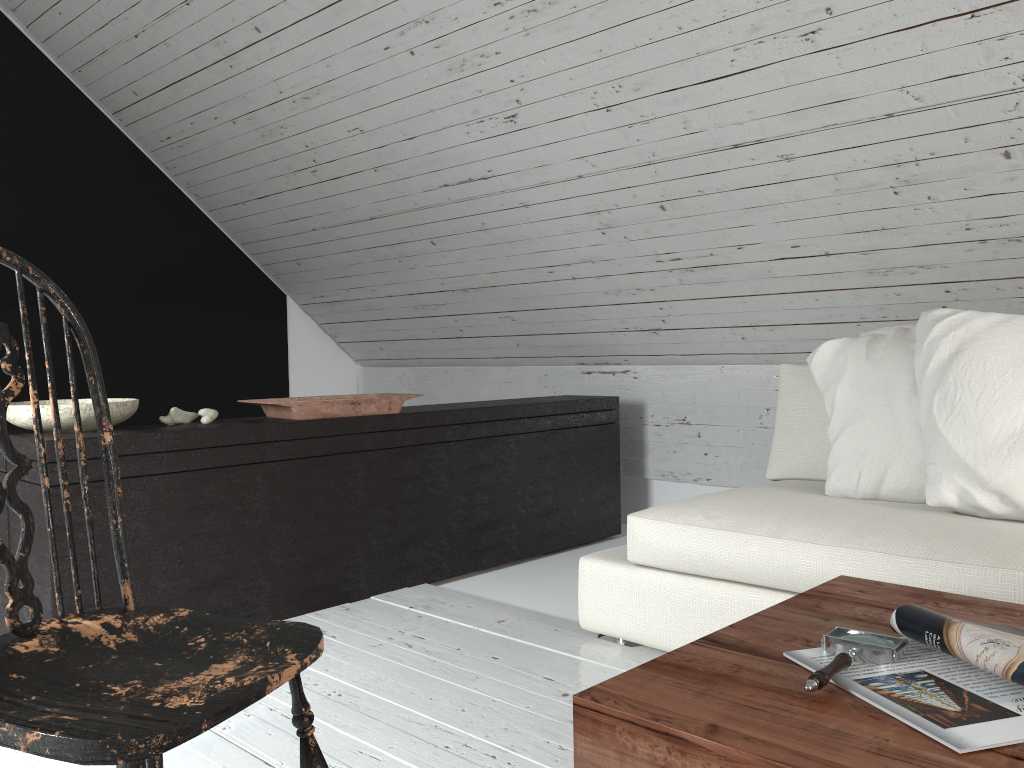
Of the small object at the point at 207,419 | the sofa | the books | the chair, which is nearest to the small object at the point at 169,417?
the small object at the point at 207,419

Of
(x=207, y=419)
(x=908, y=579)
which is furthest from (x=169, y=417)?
(x=908, y=579)

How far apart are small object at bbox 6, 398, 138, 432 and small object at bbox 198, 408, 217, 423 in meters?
0.2 m

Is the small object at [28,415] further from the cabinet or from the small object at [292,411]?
the small object at [292,411]

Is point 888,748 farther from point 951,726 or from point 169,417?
point 169,417

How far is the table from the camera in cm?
89

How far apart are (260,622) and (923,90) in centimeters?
211cm

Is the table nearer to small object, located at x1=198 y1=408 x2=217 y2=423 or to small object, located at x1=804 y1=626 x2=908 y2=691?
small object, located at x1=804 y1=626 x2=908 y2=691

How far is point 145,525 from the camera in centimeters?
230cm

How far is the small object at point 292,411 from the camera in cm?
266
